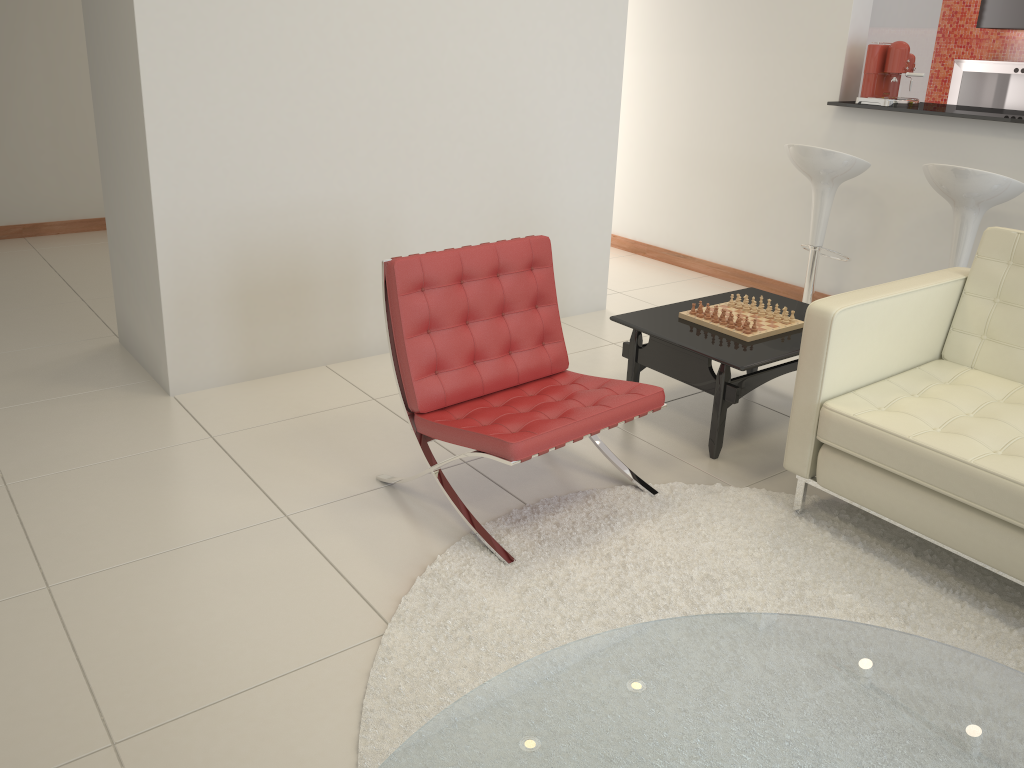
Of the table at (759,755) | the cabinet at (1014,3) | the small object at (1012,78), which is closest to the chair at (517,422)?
the table at (759,755)

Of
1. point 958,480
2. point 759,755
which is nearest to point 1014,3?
point 958,480

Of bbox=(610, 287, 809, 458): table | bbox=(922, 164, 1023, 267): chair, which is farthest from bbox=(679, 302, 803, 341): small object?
bbox=(922, 164, 1023, 267): chair

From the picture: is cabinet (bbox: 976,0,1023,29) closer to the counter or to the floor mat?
the counter

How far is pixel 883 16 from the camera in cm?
528

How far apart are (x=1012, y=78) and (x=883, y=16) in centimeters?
208cm

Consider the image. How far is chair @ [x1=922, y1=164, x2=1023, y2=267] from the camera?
3.9 meters

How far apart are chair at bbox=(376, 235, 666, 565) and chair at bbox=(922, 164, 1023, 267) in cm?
205

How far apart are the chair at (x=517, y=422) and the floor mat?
0.0 meters

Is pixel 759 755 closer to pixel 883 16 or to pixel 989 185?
pixel 989 185
